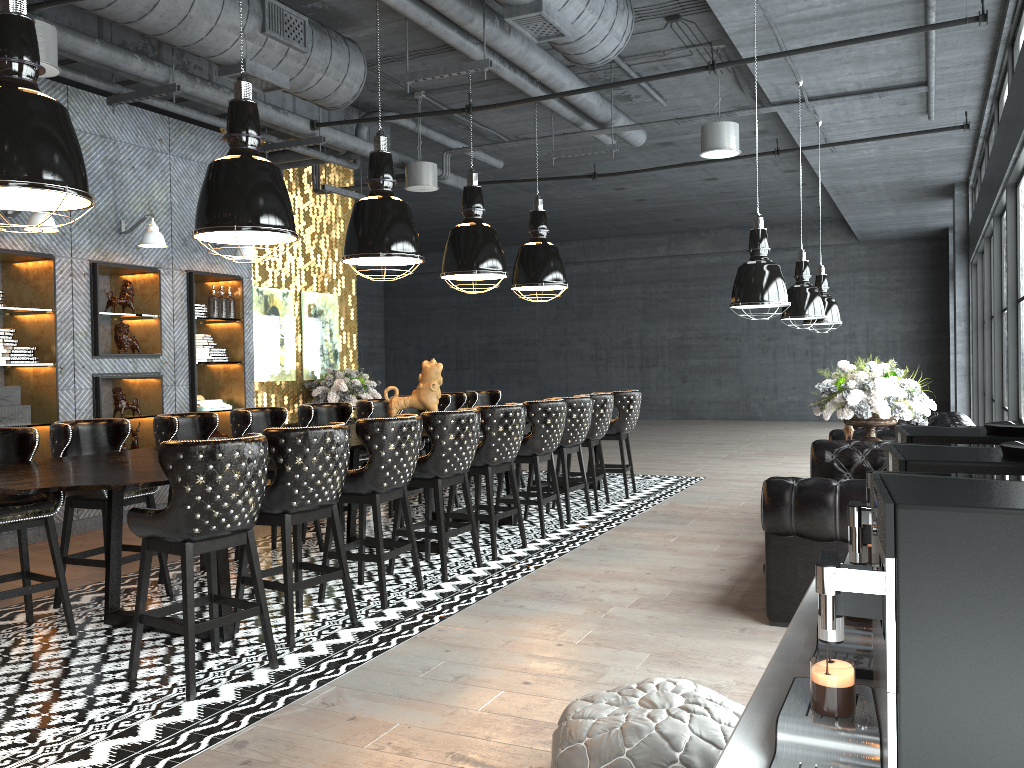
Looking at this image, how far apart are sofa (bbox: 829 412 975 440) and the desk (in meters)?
2.83

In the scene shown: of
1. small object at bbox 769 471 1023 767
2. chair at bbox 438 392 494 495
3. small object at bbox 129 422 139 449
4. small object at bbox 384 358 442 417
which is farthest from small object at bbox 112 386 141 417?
small object at bbox 769 471 1023 767

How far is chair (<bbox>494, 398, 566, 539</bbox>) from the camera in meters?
7.0 m

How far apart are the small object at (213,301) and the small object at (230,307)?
0.2m

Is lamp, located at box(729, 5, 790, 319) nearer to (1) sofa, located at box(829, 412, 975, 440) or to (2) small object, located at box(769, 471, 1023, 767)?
(1) sofa, located at box(829, 412, 975, 440)

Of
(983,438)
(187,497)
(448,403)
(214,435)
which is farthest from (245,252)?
(983,438)

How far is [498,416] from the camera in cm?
631

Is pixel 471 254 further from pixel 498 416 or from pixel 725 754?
pixel 725 754

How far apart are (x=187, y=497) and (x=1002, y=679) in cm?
331

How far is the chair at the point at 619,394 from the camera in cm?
890
